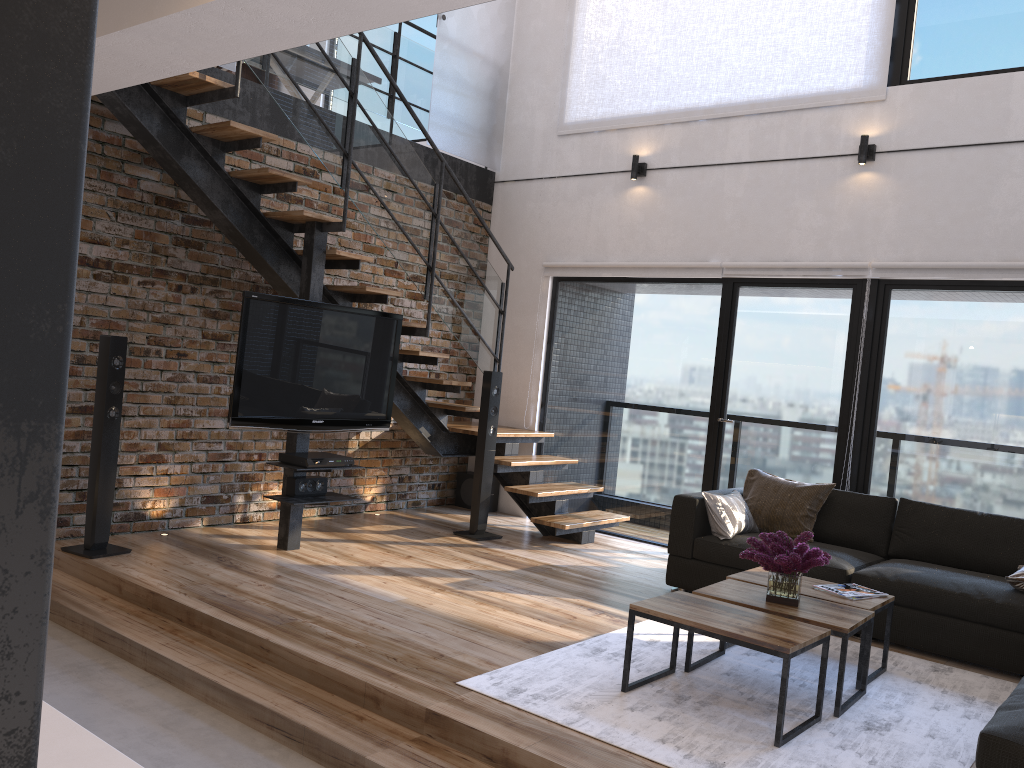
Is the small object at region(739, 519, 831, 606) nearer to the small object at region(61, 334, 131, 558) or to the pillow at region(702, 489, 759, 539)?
the pillow at region(702, 489, 759, 539)

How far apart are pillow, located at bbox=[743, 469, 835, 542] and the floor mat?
0.9 meters

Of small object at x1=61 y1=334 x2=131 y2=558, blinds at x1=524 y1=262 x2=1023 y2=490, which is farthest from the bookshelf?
small object at x1=61 y1=334 x2=131 y2=558

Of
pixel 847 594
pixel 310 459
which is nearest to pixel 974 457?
pixel 847 594

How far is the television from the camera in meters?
4.9 m

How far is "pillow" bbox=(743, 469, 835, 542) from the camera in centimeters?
535cm

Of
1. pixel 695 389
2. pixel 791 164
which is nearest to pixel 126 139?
pixel 695 389

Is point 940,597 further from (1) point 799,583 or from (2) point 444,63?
(2) point 444,63

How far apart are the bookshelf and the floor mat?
7.9m

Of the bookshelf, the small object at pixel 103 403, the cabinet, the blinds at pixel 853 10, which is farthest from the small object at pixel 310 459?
the bookshelf
